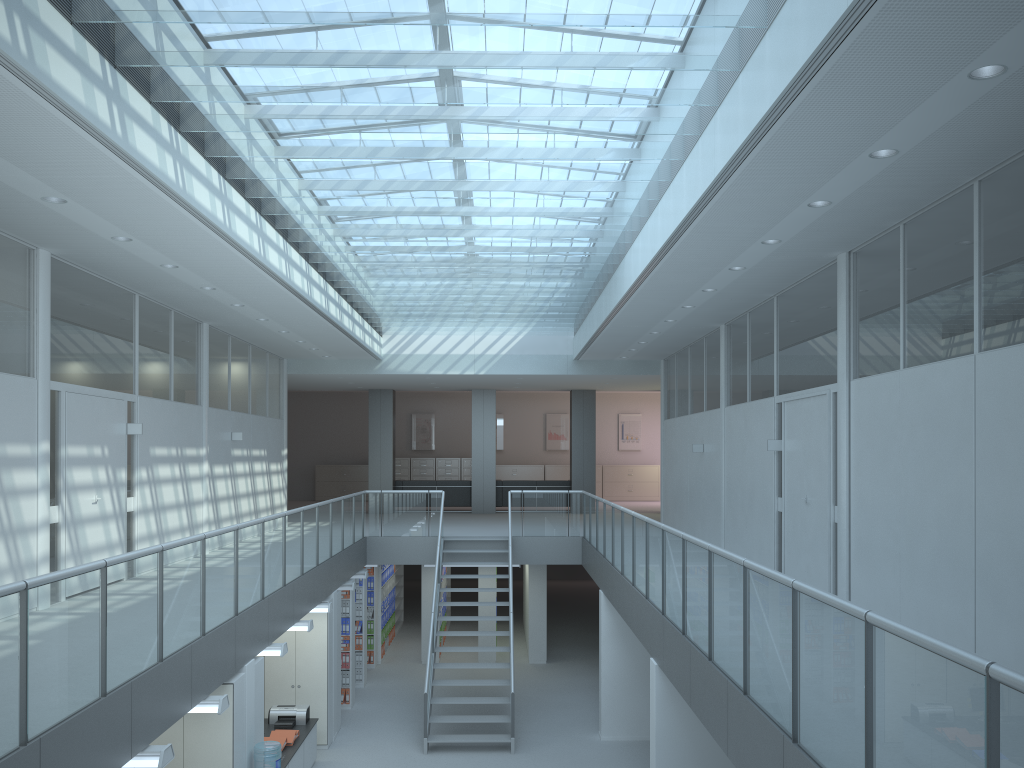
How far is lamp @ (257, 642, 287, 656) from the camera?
8.0m

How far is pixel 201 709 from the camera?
6.22m

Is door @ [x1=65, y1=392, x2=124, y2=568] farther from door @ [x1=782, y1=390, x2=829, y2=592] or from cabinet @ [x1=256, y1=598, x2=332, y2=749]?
door @ [x1=782, y1=390, x2=829, y2=592]

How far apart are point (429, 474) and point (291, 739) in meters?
15.6 m

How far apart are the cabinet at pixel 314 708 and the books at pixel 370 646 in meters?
4.1

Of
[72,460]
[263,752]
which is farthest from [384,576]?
[263,752]

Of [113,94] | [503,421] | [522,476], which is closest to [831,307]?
[113,94]

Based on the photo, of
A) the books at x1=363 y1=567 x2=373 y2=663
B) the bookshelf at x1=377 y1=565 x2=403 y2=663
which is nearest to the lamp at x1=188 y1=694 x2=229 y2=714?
the books at x1=363 y1=567 x2=373 y2=663

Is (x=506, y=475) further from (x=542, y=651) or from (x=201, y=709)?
(x=201, y=709)

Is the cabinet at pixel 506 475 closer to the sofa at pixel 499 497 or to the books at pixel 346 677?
the sofa at pixel 499 497
